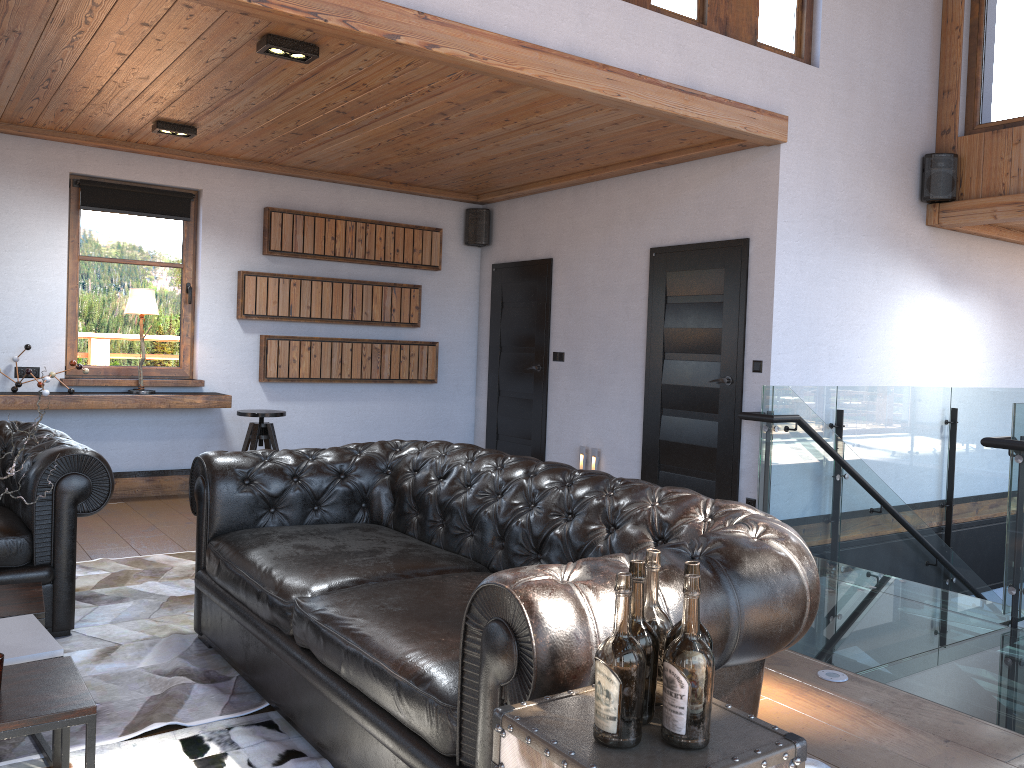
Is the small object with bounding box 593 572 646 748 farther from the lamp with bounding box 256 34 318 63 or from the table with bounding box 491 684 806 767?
the lamp with bounding box 256 34 318 63

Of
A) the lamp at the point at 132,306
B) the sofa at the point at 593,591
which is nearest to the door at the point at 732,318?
the sofa at the point at 593,591

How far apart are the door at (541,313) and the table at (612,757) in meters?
6.0

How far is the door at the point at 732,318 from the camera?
5.9m

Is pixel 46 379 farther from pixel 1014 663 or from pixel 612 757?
pixel 1014 663

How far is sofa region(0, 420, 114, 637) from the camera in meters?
3.6

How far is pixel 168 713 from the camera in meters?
2.9

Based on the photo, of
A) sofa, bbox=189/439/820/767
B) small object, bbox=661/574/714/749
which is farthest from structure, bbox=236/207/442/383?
small object, bbox=661/574/714/749

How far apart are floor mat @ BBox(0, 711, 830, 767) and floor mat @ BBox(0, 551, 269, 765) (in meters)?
0.04

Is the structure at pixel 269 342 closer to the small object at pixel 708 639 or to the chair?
the chair
